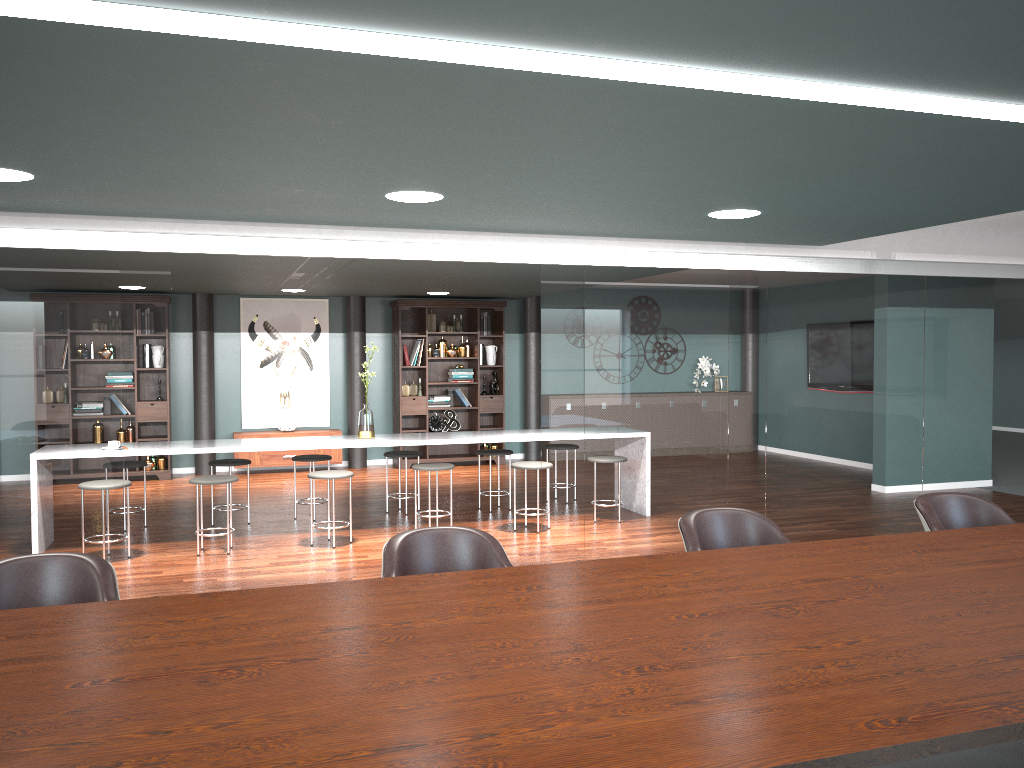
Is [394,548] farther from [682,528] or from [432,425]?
[432,425]

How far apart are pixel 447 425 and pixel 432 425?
0.3m

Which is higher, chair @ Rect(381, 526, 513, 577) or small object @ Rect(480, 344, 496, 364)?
small object @ Rect(480, 344, 496, 364)

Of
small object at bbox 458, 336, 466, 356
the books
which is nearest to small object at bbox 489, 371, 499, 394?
the books

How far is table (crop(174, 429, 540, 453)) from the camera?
6.3m

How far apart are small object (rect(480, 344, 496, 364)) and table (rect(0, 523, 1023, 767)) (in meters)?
7.90

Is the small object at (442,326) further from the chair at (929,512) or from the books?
the chair at (929,512)

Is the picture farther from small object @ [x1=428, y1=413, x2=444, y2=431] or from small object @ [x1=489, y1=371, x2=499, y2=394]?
small object @ [x1=489, y1=371, x2=499, y2=394]

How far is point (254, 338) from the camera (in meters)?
10.27

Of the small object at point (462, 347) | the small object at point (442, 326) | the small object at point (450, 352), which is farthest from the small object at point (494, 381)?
the small object at point (442, 326)
